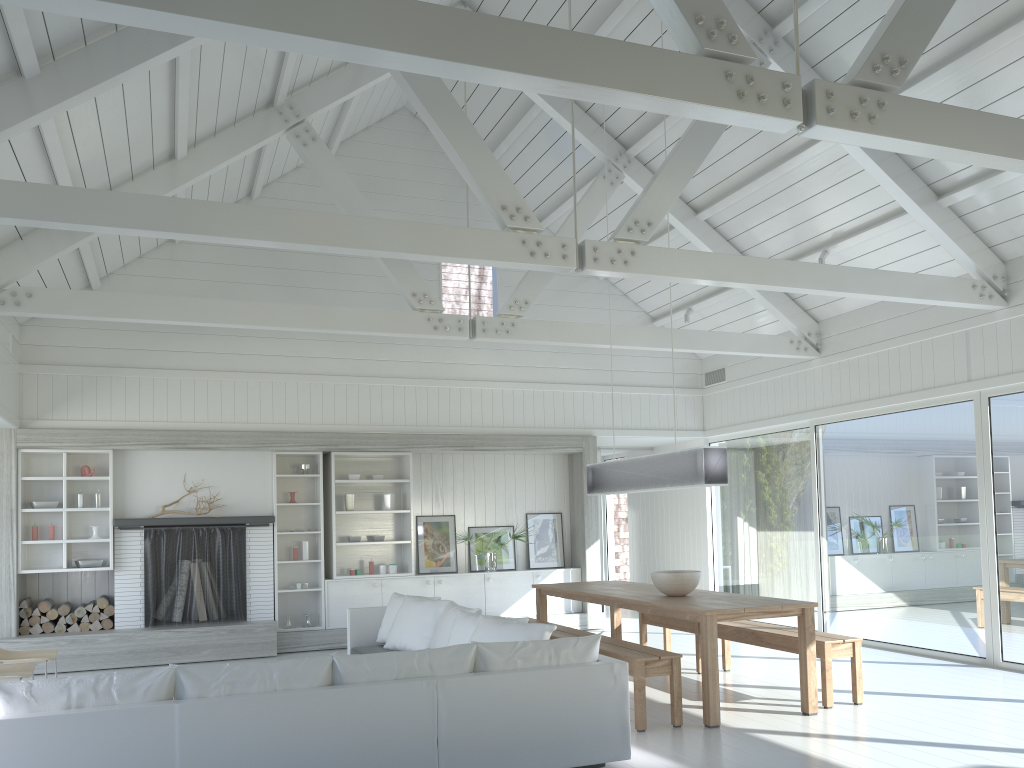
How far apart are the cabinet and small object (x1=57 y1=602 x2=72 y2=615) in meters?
2.6 m

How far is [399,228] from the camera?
5.7m

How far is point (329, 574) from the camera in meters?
10.0

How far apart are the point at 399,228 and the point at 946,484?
Result: 5.62m

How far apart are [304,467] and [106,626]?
2.5m

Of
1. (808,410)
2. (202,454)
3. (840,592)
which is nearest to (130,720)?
(202,454)

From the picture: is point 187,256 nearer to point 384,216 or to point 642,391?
point 384,216

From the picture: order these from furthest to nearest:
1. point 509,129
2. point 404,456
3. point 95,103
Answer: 1. point 404,456
2. point 509,129
3. point 95,103

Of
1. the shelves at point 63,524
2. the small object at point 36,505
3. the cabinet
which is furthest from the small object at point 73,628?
the cabinet

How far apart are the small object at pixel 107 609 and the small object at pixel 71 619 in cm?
30
